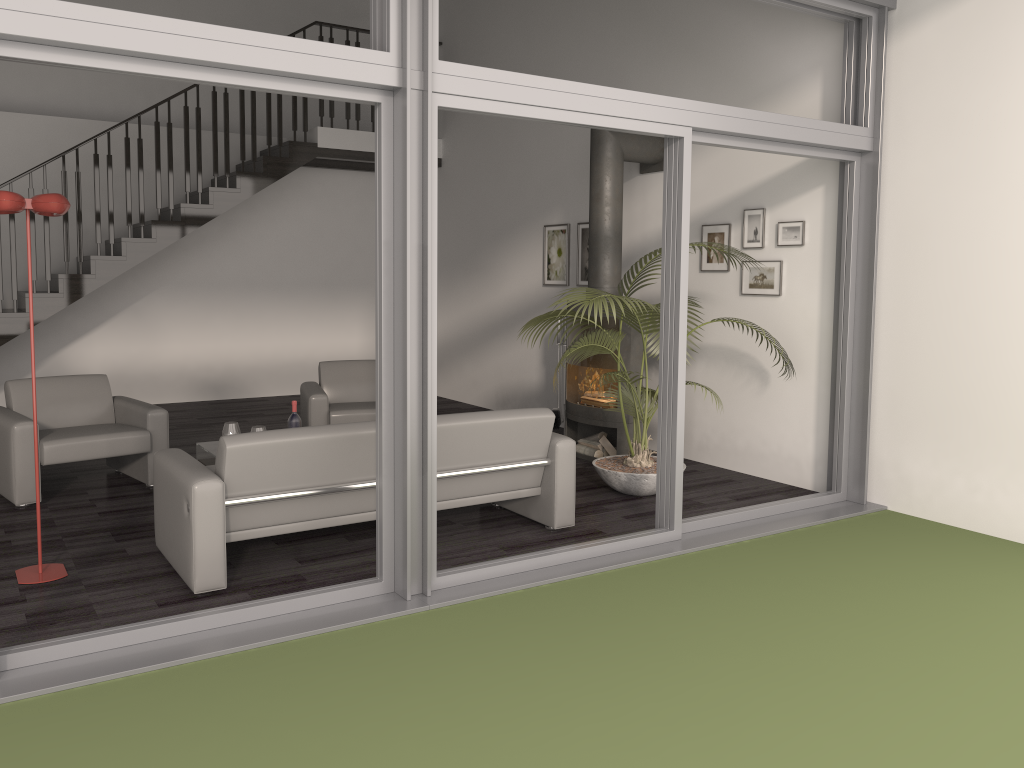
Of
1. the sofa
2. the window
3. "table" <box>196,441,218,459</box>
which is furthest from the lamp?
"table" <box>196,441,218,459</box>

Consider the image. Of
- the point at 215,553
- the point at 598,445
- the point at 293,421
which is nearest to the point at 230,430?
the point at 293,421

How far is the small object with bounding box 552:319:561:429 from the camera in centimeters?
767cm

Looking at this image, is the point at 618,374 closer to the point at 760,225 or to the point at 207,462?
the point at 760,225

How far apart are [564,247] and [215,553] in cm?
509

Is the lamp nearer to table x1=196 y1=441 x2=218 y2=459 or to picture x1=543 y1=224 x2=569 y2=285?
table x1=196 y1=441 x2=218 y2=459

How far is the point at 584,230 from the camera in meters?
8.0

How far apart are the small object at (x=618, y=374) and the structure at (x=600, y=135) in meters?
0.1

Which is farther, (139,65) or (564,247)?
(564,247)

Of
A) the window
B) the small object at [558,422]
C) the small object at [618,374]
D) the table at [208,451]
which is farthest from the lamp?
the small object at [558,422]
